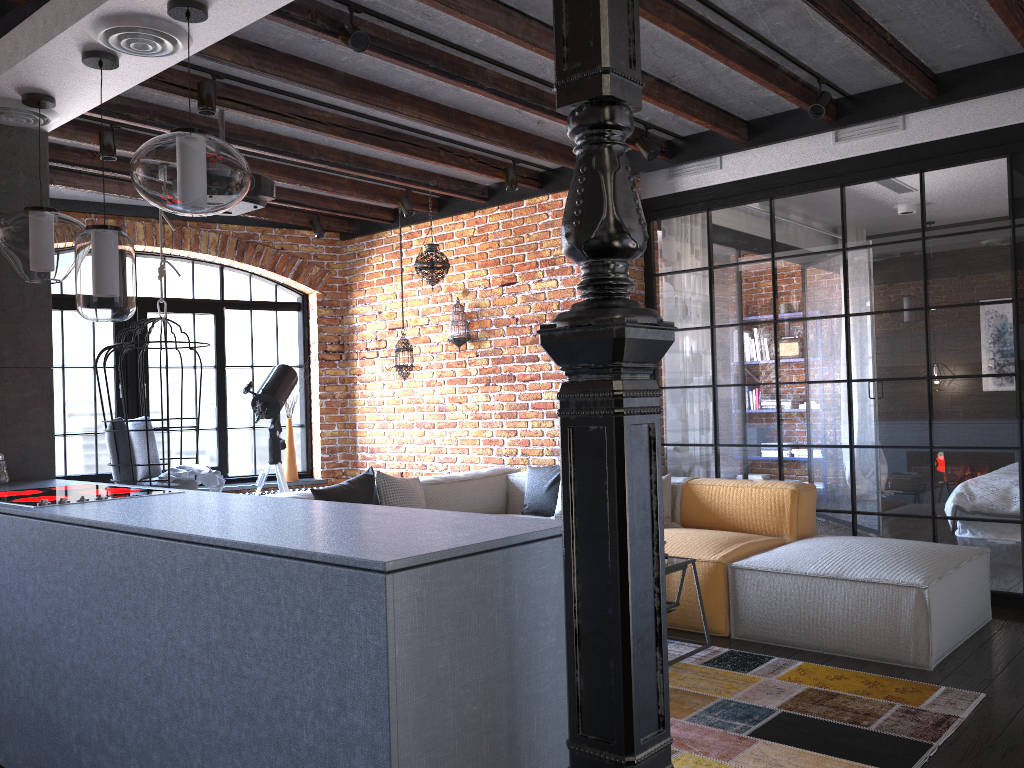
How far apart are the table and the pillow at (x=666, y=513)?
1.04m

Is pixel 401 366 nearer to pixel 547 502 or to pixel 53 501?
pixel 547 502

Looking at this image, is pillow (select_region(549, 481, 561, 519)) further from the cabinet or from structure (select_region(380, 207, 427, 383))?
the cabinet

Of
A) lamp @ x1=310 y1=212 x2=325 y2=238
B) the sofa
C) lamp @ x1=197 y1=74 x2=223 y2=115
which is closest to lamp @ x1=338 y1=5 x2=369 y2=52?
lamp @ x1=197 y1=74 x2=223 y2=115

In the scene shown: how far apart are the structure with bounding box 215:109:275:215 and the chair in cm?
117

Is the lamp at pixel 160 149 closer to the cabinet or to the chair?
the cabinet

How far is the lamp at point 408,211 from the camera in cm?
646

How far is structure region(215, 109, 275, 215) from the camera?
4.48m

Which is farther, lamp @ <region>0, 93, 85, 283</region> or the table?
the table

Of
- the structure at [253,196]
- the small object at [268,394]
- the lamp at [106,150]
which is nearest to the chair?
the small object at [268,394]
